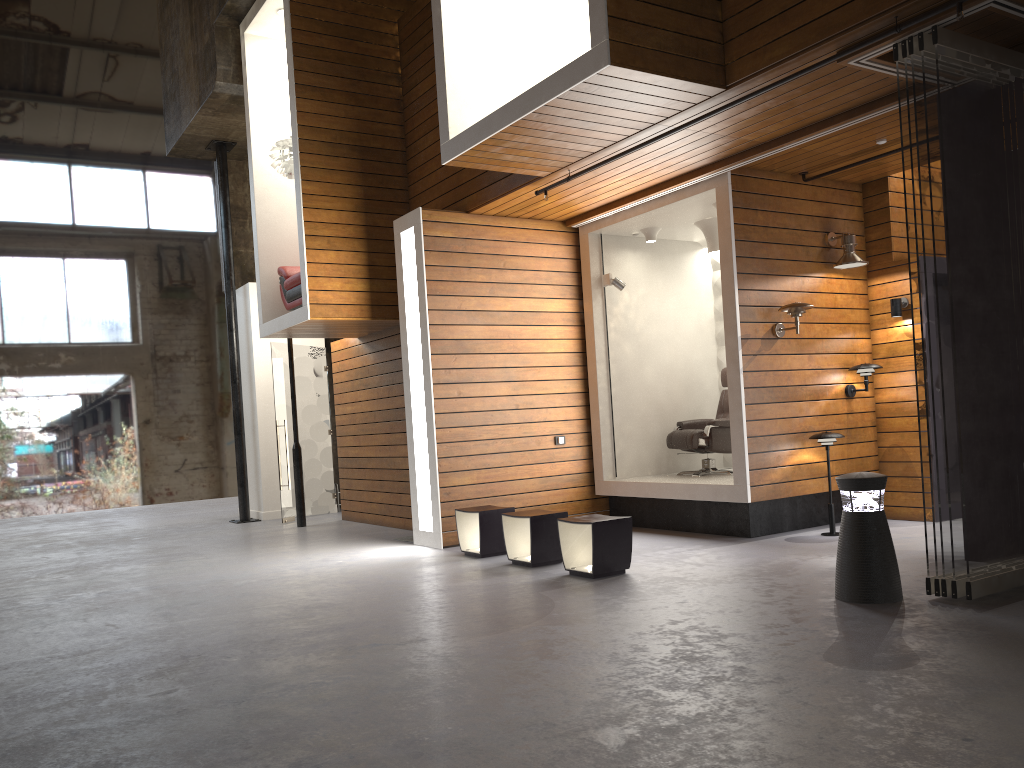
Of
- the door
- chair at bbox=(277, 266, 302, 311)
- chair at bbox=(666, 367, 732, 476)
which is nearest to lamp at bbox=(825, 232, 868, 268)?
chair at bbox=(666, 367, 732, 476)

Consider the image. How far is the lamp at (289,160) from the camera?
9.33m

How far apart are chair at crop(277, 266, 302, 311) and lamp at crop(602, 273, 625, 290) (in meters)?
3.20

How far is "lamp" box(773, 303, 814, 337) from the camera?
7.2 meters

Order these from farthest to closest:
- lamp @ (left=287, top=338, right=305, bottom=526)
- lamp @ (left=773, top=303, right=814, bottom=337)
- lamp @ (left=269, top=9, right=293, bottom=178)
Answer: lamp @ (left=287, top=338, right=305, bottom=526) → lamp @ (left=269, top=9, right=293, bottom=178) → lamp @ (left=773, top=303, right=814, bottom=337)

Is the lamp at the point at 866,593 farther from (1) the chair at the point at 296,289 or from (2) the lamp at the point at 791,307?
(1) the chair at the point at 296,289

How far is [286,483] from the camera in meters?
Result: 11.3

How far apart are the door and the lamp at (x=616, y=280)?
4.7m

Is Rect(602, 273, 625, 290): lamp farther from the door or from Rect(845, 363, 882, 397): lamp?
the door

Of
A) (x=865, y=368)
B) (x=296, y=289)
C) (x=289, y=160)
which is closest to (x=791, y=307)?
(x=865, y=368)
